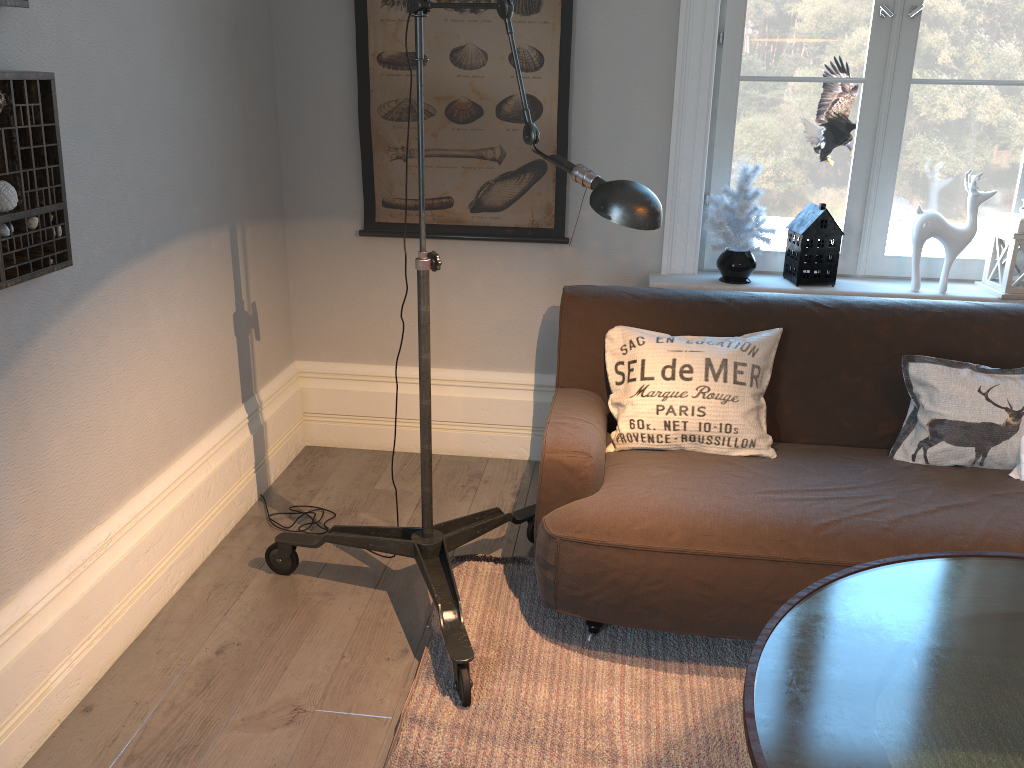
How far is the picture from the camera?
3.0 meters

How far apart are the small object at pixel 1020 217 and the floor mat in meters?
1.5

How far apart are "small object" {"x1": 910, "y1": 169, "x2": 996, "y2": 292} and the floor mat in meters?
1.4 m

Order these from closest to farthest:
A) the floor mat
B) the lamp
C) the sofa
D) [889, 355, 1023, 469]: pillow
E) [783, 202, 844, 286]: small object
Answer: the lamp, the floor mat, the sofa, [889, 355, 1023, 469]: pillow, [783, 202, 844, 286]: small object

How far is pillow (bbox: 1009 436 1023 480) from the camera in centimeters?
242cm

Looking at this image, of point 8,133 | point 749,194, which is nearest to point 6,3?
point 8,133

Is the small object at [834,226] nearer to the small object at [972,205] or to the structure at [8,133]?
the small object at [972,205]

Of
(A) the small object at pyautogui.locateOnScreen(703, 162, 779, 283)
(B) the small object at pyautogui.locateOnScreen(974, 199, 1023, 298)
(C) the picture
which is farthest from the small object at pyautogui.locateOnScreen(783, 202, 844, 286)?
(C) the picture

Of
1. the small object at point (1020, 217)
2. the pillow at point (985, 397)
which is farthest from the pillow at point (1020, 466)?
the small object at point (1020, 217)

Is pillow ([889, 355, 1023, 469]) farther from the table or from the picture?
the picture
